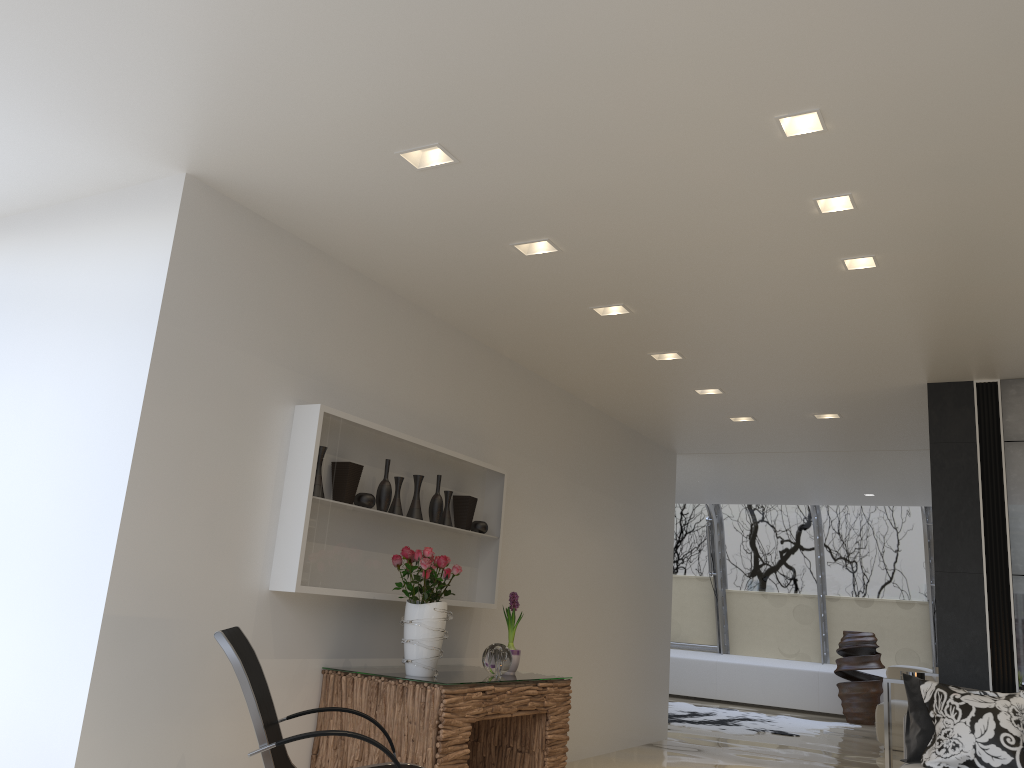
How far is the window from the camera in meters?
13.0

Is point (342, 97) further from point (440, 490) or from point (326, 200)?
point (440, 490)

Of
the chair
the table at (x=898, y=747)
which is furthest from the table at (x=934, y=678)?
the chair

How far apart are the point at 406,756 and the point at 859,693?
9.82m

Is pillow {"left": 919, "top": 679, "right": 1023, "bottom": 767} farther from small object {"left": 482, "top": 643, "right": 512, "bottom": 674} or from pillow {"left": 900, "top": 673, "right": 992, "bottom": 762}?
small object {"left": 482, "top": 643, "right": 512, "bottom": 674}

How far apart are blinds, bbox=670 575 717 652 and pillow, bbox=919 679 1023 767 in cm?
924

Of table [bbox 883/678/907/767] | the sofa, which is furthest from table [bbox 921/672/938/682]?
table [bbox 883/678/907/767]

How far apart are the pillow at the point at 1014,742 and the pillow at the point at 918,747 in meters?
0.1 m

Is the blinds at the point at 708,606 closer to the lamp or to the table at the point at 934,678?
the table at the point at 934,678

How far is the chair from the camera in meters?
3.1 m
